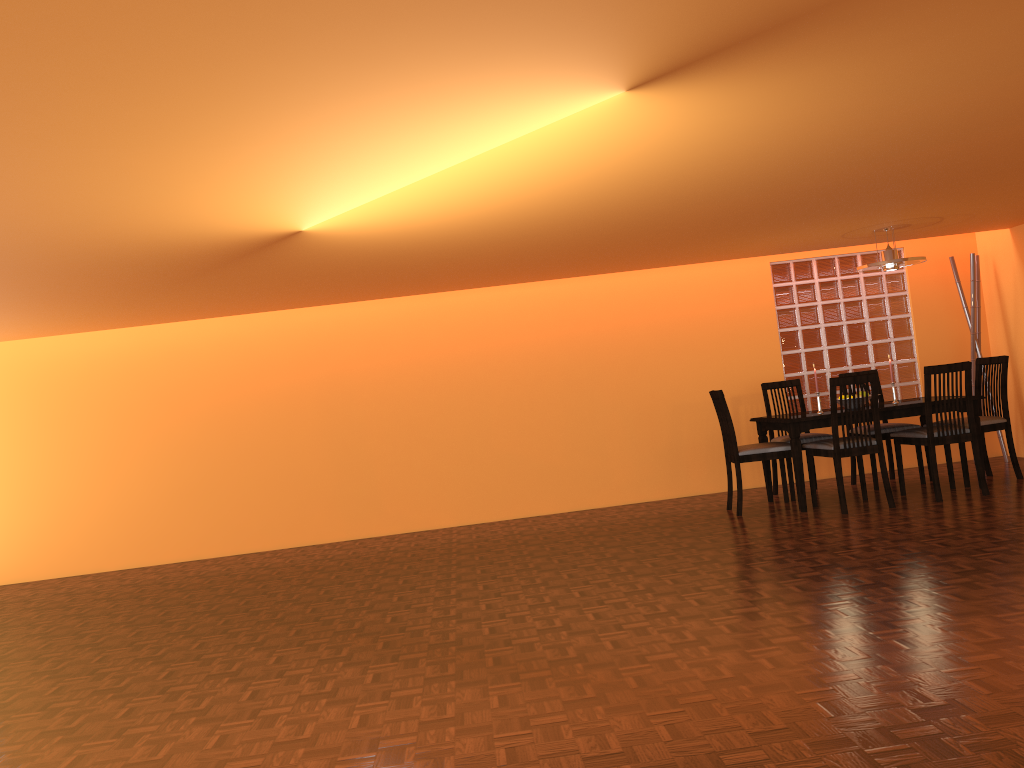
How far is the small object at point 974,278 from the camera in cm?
656

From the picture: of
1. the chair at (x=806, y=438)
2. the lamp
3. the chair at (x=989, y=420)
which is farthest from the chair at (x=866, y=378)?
the lamp

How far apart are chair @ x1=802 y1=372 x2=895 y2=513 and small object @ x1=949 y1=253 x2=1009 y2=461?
1.8 meters

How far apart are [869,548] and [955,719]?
2.1 meters

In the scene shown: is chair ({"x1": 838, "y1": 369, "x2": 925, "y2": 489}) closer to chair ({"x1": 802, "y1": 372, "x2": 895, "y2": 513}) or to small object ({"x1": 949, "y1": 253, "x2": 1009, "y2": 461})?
chair ({"x1": 802, "y1": 372, "x2": 895, "y2": 513})

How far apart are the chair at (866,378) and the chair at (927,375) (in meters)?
0.25

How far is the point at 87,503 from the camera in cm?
651

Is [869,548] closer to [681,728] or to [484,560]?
[484,560]

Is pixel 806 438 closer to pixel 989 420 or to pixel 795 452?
pixel 795 452

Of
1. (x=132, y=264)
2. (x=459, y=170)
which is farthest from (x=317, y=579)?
(x=459, y=170)
